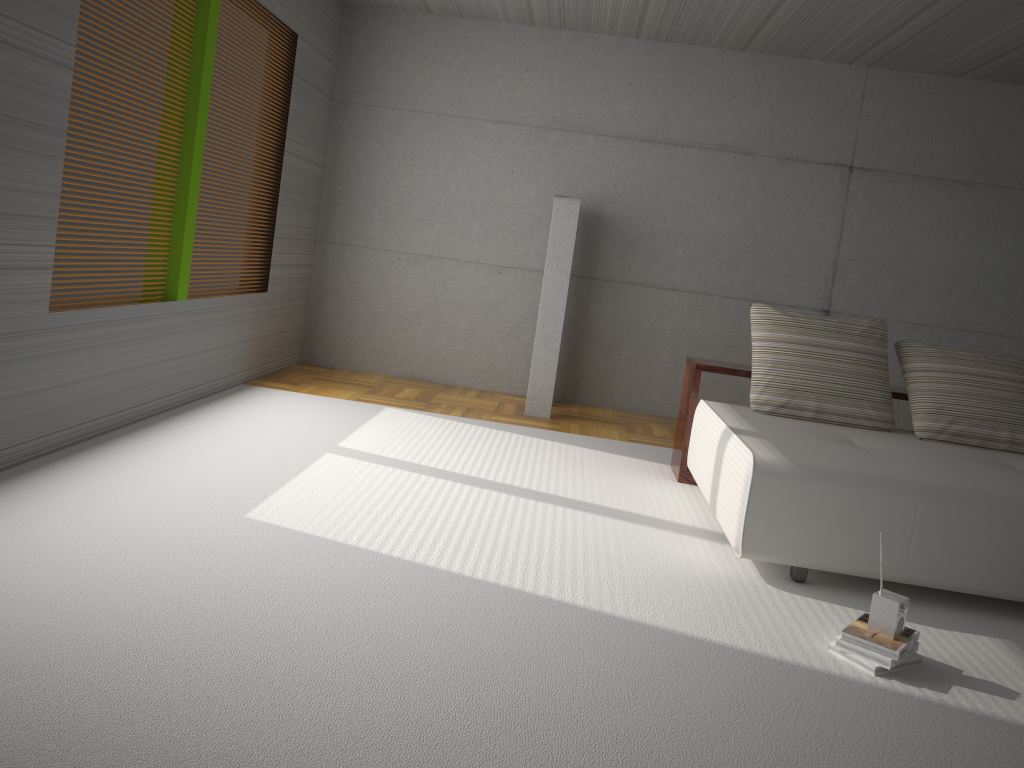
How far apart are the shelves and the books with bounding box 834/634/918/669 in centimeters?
224cm

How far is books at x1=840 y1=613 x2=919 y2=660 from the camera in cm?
295

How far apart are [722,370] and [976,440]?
1.4 meters

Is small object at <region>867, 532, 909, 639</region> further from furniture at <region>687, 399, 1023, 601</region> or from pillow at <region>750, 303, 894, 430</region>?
pillow at <region>750, 303, 894, 430</region>

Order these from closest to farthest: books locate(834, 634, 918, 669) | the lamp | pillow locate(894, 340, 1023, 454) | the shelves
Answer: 1. books locate(834, 634, 918, 669)
2. pillow locate(894, 340, 1023, 454)
3. the shelves
4. the lamp

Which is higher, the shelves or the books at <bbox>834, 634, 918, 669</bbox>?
the shelves

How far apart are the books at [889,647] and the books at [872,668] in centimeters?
5cm

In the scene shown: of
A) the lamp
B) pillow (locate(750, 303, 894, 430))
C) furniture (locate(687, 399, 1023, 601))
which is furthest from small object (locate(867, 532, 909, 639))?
the lamp

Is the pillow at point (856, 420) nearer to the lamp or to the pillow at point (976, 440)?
the pillow at point (976, 440)

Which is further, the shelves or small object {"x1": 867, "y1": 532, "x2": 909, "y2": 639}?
the shelves
